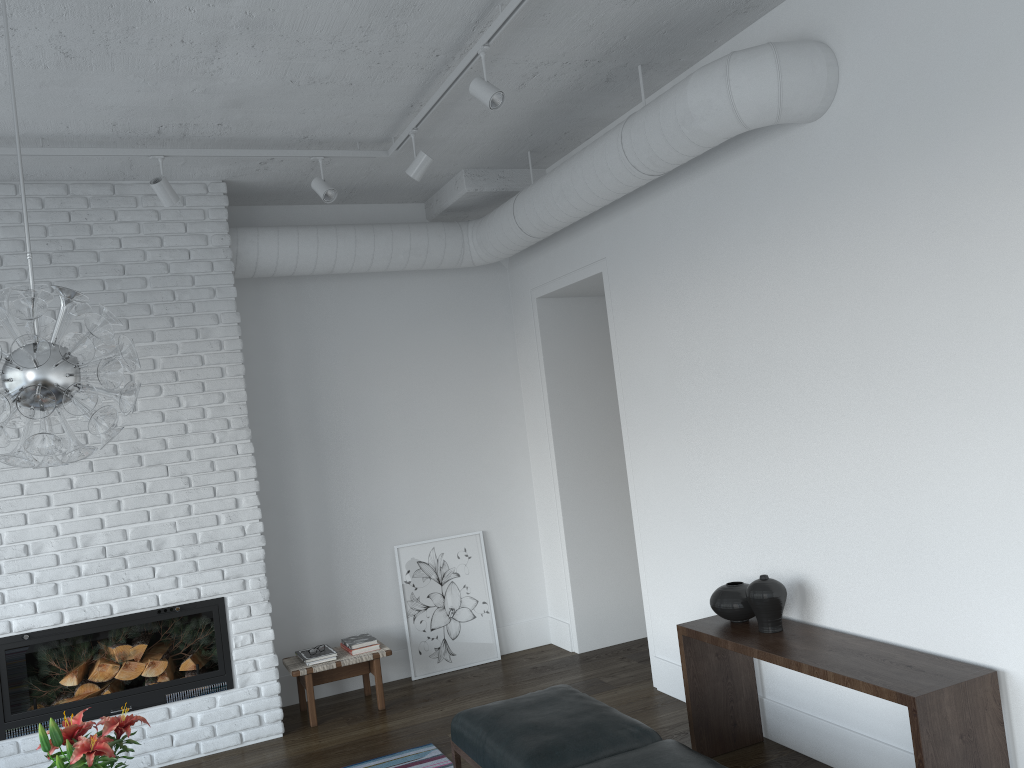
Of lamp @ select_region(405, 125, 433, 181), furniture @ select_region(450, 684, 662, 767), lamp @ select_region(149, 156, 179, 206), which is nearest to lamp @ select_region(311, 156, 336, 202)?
lamp @ select_region(405, 125, 433, 181)

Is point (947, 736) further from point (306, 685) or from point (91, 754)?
point (306, 685)

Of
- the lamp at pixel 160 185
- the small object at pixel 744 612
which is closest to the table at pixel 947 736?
the small object at pixel 744 612

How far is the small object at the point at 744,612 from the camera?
3.9m

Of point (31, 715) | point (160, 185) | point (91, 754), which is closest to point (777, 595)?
point (91, 754)

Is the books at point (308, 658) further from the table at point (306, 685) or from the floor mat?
the floor mat

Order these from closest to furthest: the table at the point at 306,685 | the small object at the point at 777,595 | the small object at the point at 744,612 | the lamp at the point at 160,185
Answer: the small object at the point at 777,595 → the small object at the point at 744,612 → the lamp at the point at 160,185 → the table at the point at 306,685

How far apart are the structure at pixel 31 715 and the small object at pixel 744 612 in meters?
2.7 m

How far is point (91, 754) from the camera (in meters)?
2.51

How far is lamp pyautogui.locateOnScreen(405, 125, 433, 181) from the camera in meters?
4.4
